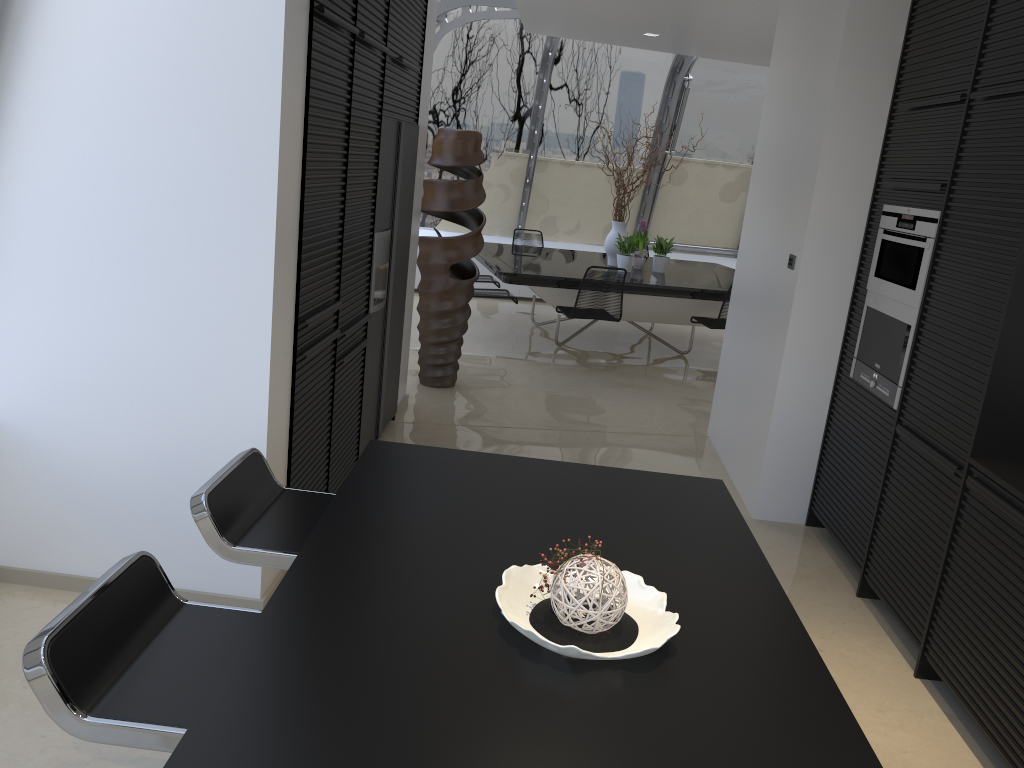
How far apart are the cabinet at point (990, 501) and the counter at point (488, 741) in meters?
→ 1.0 m

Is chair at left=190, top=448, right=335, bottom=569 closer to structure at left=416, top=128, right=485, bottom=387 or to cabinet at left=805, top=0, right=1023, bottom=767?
cabinet at left=805, top=0, right=1023, bottom=767

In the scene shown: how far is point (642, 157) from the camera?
8.1 meters

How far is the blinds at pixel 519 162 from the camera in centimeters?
1068cm

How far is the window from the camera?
9.90m

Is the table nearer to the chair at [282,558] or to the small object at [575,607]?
the chair at [282,558]

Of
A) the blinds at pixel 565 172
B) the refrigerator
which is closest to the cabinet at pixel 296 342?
the refrigerator

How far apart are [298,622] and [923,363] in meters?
2.8

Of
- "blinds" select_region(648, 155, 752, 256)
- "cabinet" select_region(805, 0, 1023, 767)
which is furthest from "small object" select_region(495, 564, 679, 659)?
"blinds" select_region(648, 155, 752, 256)

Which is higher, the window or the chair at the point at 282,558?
A: the window
